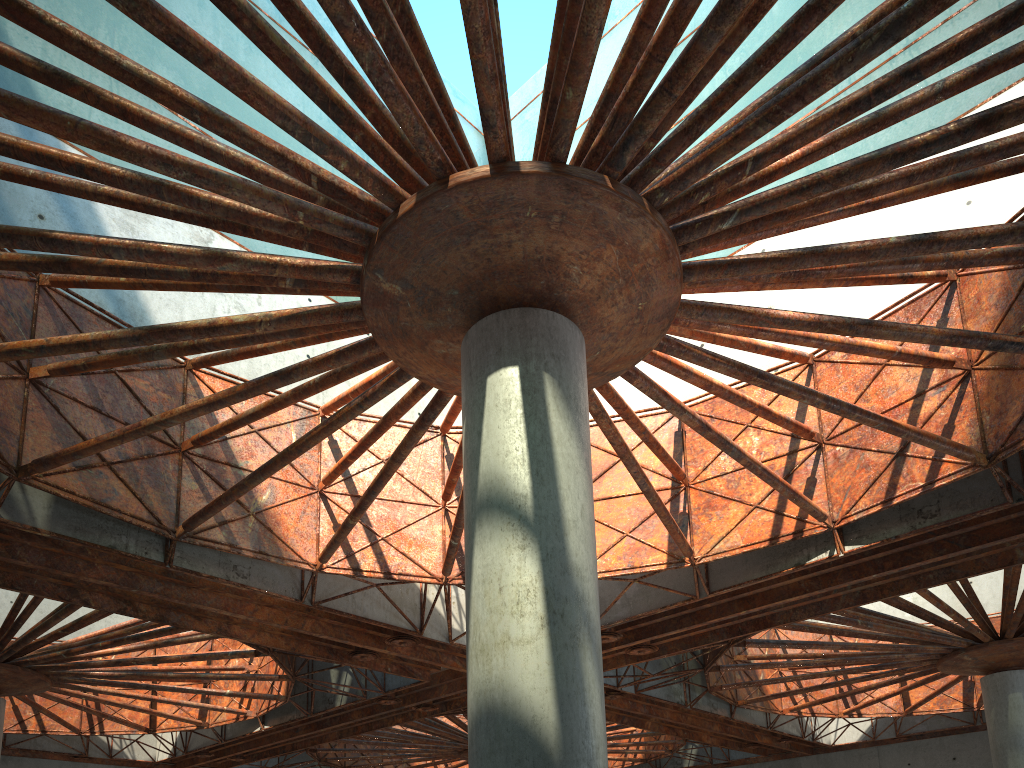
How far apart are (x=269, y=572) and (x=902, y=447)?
17.9m

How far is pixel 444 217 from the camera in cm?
1299
